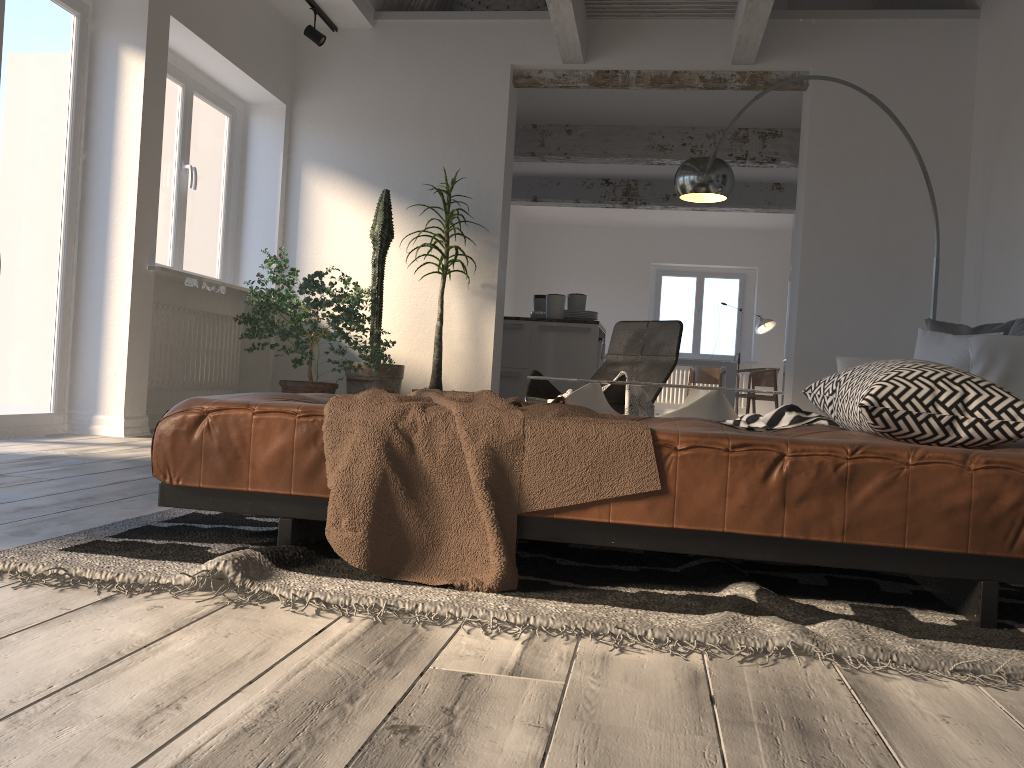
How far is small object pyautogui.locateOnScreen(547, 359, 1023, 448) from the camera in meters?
1.8

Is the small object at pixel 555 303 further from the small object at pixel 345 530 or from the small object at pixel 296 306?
the small object at pixel 345 530

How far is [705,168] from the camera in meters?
4.6

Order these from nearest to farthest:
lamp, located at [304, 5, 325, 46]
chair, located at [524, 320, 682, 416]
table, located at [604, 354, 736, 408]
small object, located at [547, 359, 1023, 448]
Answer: small object, located at [547, 359, 1023, 448], chair, located at [524, 320, 682, 416], lamp, located at [304, 5, 325, 46], table, located at [604, 354, 736, 408]

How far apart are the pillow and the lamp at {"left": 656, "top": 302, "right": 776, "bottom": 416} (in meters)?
7.82

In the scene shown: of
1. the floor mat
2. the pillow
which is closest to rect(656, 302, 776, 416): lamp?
the pillow

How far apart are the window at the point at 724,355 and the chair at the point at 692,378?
1.2m

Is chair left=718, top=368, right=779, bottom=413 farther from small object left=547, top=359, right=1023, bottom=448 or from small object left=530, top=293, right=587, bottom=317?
small object left=547, top=359, right=1023, bottom=448

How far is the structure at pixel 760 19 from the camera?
5.4 meters

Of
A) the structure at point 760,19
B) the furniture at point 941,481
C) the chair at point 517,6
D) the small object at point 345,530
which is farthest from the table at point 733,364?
the furniture at point 941,481
